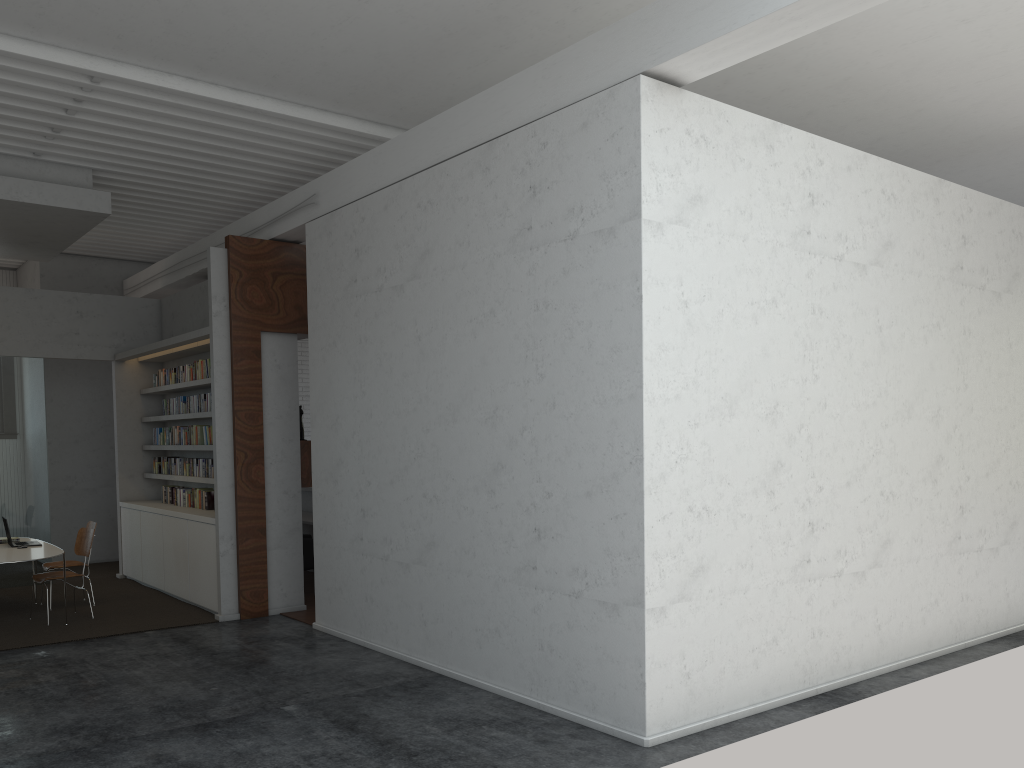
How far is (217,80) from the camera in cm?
707
